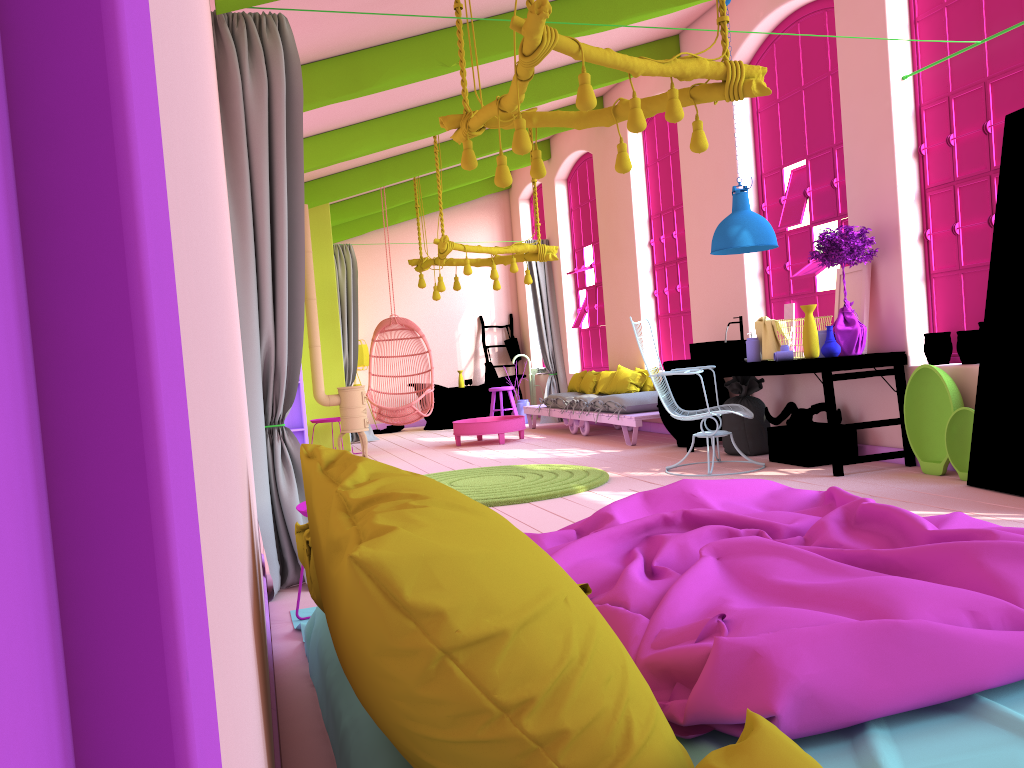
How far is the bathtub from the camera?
13.4m

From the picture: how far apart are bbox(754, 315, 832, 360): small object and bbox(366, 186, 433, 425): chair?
4.4m

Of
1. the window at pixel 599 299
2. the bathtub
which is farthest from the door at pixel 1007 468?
the bathtub

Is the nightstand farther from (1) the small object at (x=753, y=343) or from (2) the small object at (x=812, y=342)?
(1) the small object at (x=753, y=343)

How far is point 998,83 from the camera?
5.6 meters

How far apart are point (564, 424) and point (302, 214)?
8.5 meters

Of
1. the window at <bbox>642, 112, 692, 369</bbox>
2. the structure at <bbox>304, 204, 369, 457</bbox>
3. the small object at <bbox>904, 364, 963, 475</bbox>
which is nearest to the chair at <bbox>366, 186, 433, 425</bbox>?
the structure at <bbox>304, 204, 369, 457</bbox>

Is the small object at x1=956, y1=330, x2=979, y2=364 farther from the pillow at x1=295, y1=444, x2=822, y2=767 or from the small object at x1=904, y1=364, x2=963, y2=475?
the pillow at x1=295, y1=444, x2=822, y2=767

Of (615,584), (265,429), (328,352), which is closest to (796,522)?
(615,584)

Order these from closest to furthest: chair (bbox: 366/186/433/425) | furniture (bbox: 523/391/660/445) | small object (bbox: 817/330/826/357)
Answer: small object (bbox: 817/330/826/357) → furniture (bbox: 523/391/660/445) → chair (bbox: 366/186/433/425)
